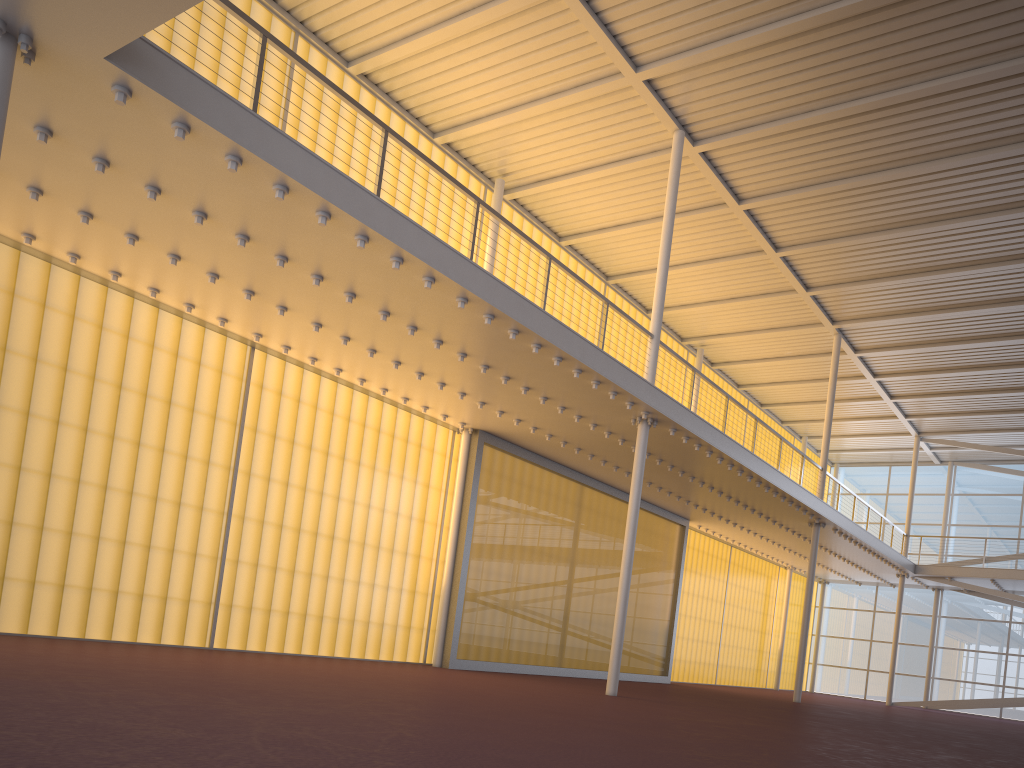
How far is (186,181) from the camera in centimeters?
907cm
